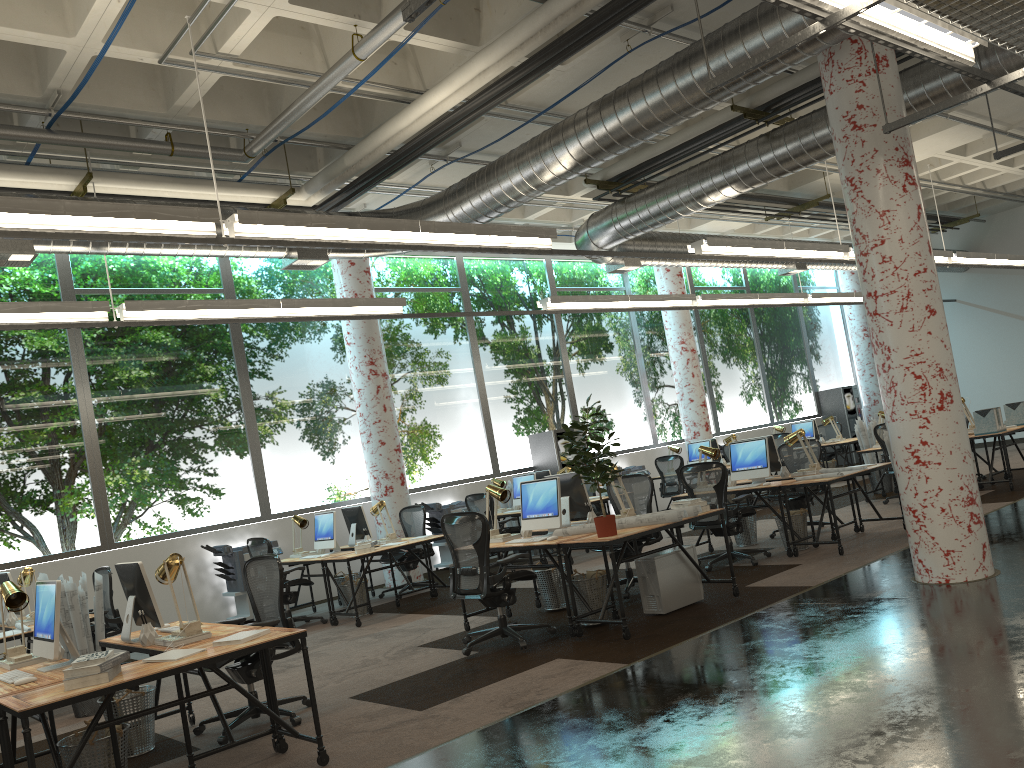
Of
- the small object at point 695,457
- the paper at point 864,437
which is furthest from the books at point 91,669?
the small object at point 695,457

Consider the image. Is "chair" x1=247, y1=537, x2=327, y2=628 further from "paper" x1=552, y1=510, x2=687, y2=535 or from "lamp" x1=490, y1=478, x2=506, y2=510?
"paper" x1=552, y1=510, x2=687, y2=535

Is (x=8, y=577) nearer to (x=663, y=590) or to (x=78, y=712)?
(x=78, y=712)

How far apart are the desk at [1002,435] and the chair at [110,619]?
10.11m

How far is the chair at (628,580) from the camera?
8.16m

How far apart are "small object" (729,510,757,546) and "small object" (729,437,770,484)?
0.7m

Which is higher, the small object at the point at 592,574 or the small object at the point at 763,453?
the small object at the point at 763,453

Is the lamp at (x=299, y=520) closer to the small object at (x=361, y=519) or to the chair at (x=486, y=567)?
the small object at (x=361, y=519)

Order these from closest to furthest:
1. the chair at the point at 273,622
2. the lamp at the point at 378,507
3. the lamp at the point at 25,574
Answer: the chair at the point at 273,622 < the lamp at the point at 25,574 < the lamp at the point at 378,507

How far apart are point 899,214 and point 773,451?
3.91m
